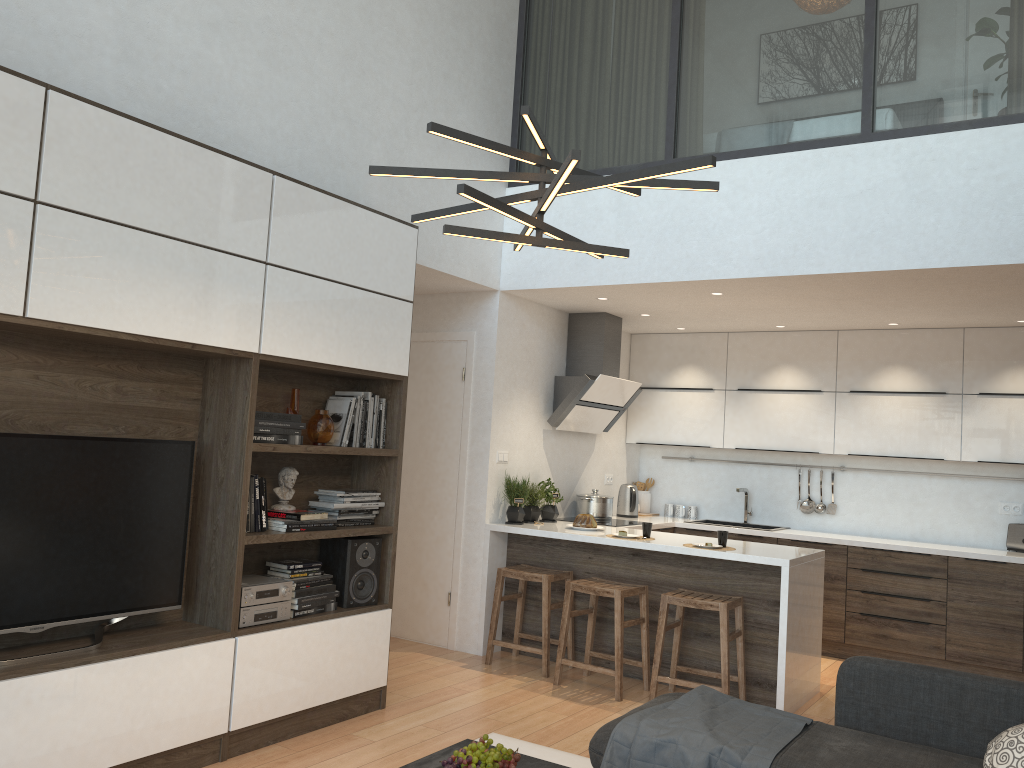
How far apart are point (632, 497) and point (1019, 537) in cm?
273

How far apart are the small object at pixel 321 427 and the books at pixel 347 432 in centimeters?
11cm

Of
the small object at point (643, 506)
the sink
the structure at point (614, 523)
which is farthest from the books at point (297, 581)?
the sink

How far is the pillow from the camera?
2.7 meters

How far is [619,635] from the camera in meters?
4.9 m

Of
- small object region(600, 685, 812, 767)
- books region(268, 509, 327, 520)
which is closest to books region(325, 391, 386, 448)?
books region(268, 509, 327, 520)

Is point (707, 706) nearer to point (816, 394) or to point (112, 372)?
point (112, 372)

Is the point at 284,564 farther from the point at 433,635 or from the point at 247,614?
the point at 433,635

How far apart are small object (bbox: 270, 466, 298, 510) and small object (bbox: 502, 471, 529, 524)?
2.0 meters

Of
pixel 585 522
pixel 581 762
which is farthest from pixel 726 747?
pixel 585 522
